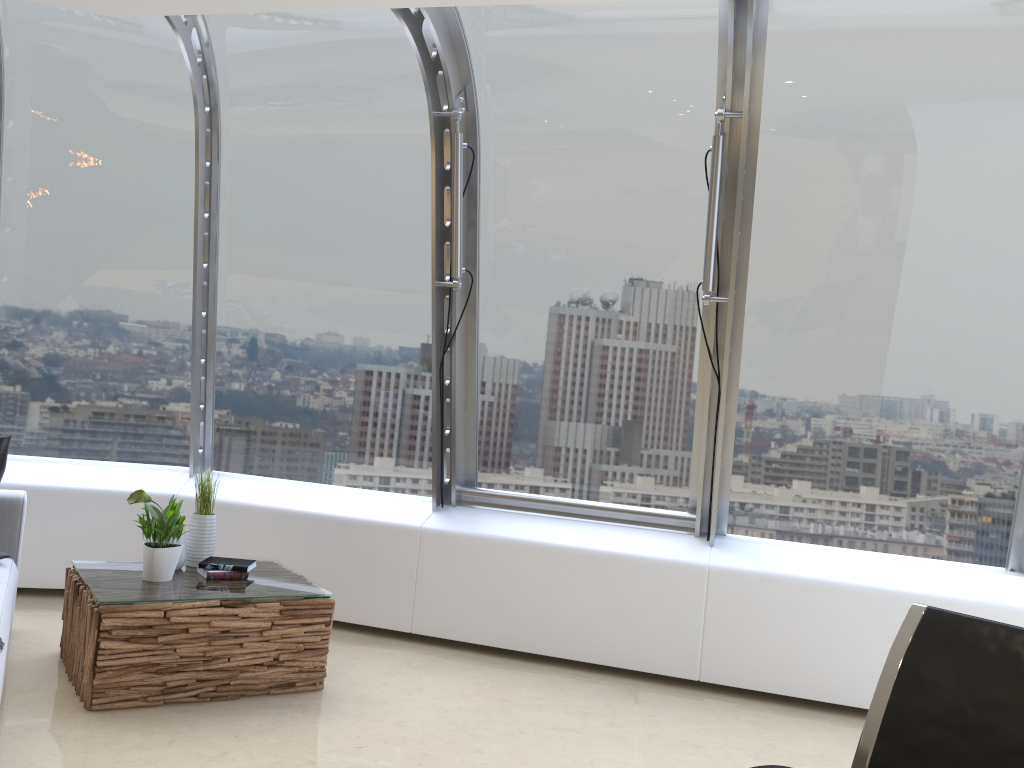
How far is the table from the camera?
3.43m

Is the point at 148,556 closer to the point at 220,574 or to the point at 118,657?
the point at 220,574

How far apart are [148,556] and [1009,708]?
3.3 meters

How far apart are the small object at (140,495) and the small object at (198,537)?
0.09m

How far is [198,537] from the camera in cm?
420

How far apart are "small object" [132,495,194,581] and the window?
1.5 meters

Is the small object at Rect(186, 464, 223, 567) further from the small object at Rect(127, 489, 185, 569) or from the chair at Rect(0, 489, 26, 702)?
the chair at Rect(0, 489, 26, 702)

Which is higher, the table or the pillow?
the pillow

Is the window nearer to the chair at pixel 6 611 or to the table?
the table

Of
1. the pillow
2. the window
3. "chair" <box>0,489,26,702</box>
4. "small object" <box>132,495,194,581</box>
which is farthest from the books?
the window
